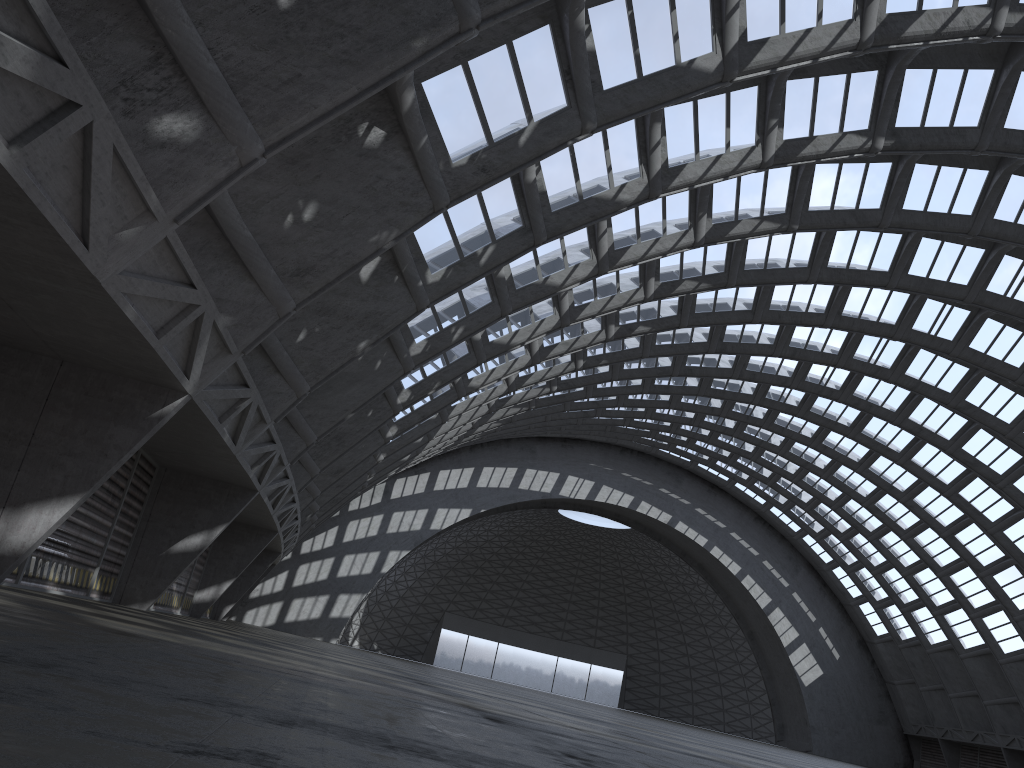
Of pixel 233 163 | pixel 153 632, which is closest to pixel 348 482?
pixel 233 163
